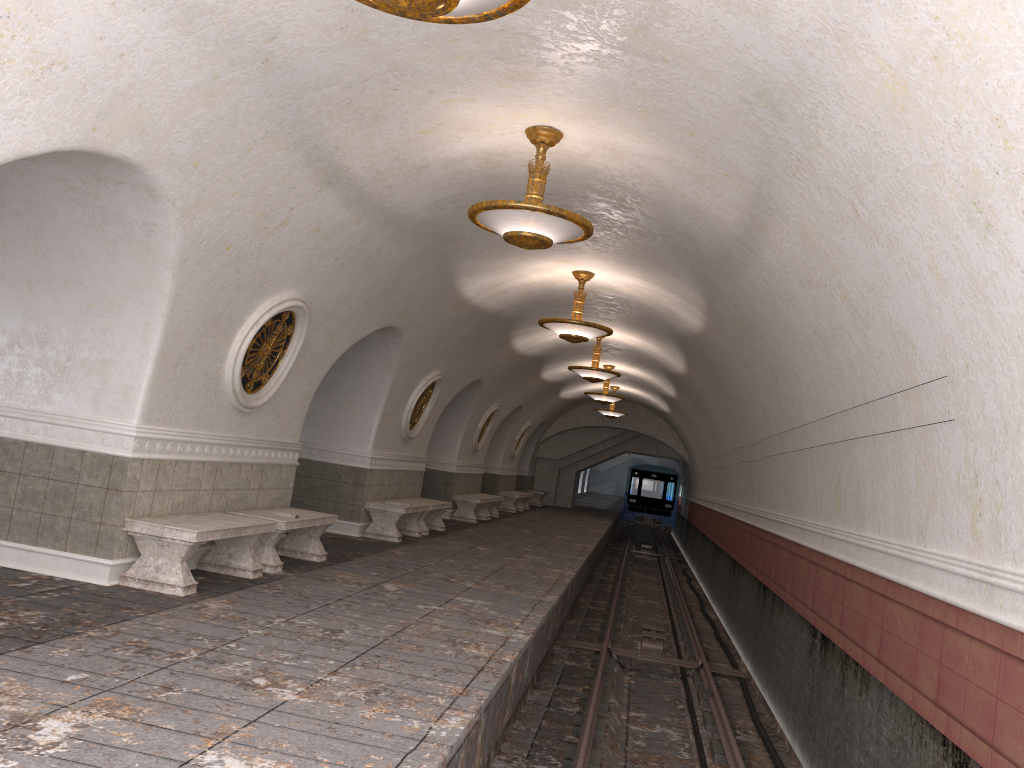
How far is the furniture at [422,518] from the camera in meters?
14.4 m

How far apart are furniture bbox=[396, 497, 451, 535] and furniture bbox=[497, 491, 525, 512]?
8.99m

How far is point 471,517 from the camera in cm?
1857

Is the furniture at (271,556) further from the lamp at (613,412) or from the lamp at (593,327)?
the lamp at (613,412)

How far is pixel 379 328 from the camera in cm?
1089

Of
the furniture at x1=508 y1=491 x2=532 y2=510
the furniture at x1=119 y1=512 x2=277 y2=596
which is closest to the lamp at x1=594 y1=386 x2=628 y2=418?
the furniture at x1=508 y1=491 x2=532 y2=510

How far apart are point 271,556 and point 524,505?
19.2m

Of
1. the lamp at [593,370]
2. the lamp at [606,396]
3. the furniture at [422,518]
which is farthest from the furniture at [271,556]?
the lamp at [606,396]

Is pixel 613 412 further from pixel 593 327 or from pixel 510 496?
pixel 593 327

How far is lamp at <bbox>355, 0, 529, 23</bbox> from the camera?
3.5m
